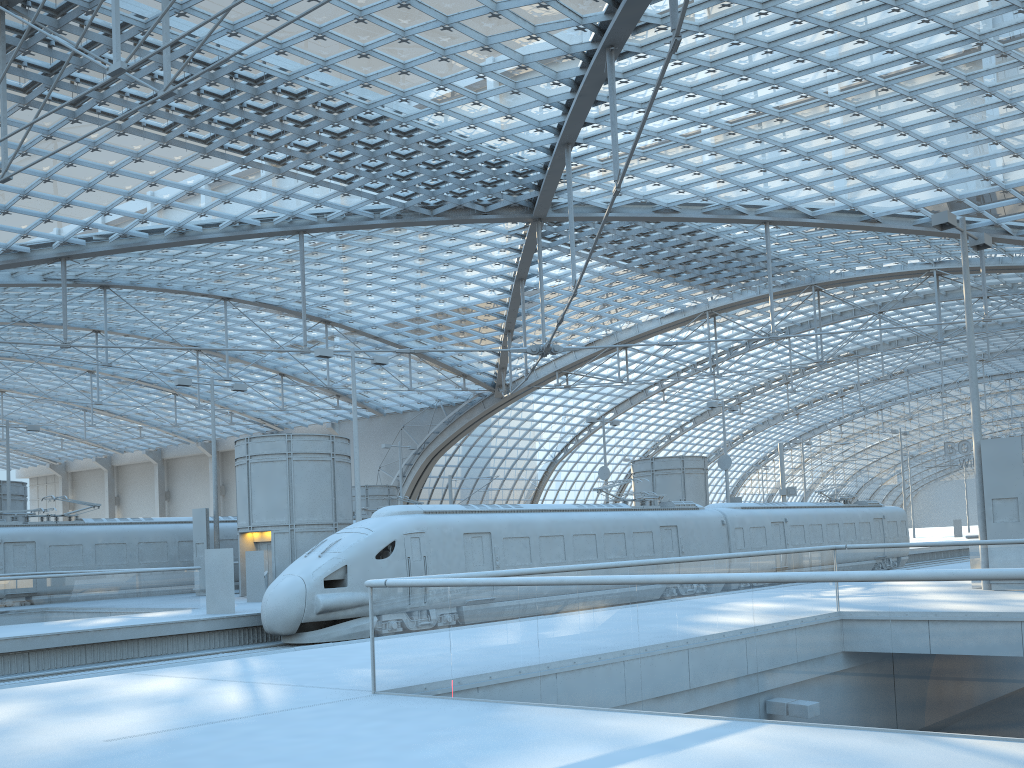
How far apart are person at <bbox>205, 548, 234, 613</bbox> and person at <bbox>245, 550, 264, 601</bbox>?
4.3 meters

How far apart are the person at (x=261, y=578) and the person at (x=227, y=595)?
4.3m

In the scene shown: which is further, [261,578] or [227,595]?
[261,578]

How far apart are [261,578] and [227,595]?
4.5 meters

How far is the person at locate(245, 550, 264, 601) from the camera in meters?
26.4

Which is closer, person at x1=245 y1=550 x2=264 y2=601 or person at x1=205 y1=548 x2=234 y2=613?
person at x1=205 y1=548 x2=234 y2=613

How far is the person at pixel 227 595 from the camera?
21.93m

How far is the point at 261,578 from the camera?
26.4 meters

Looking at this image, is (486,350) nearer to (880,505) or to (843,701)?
(880,505)
